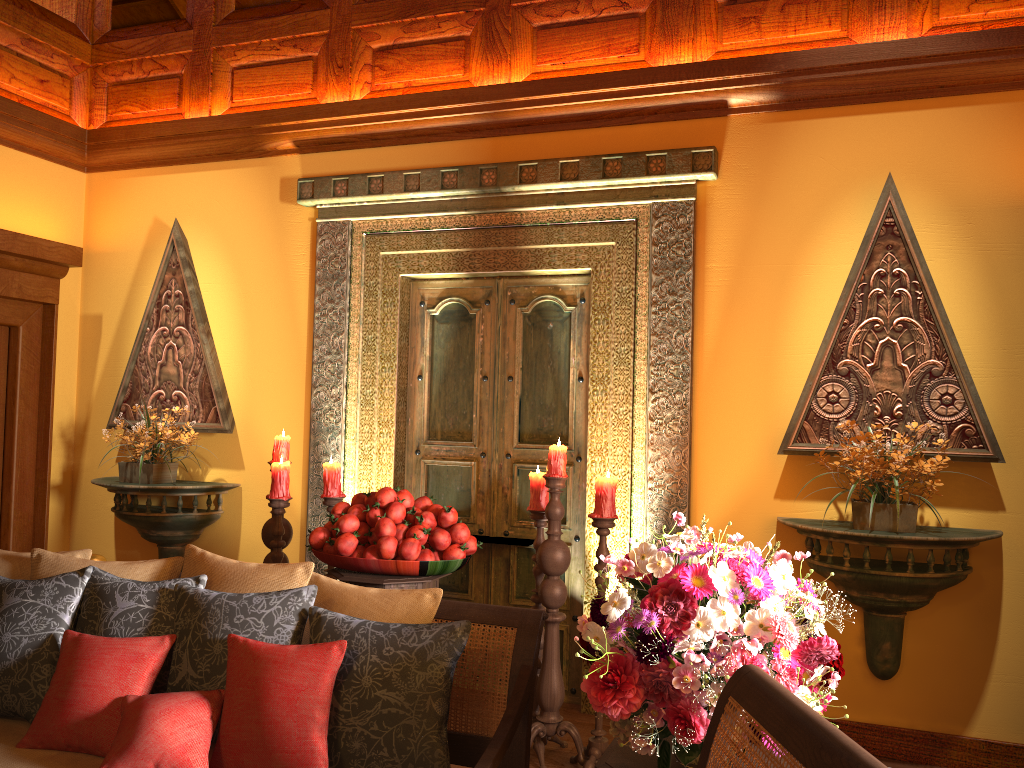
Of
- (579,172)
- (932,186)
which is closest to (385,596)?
(579,172)

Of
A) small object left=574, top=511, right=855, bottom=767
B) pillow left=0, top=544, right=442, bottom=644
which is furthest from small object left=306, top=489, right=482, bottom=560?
small object left=574, top=511, right=855, bottom=767

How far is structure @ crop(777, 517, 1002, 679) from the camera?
3.2m

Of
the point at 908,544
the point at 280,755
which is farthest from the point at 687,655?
the point at 908,544

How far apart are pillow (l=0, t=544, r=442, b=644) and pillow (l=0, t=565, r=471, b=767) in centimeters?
4cm

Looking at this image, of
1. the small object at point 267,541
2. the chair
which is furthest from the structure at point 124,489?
the chair

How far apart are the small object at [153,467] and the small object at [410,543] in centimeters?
154cm

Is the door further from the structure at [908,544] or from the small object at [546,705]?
the structure at [908,544]

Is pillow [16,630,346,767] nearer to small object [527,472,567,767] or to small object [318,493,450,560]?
small object [318,493,450,560]

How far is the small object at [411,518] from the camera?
3.3m
